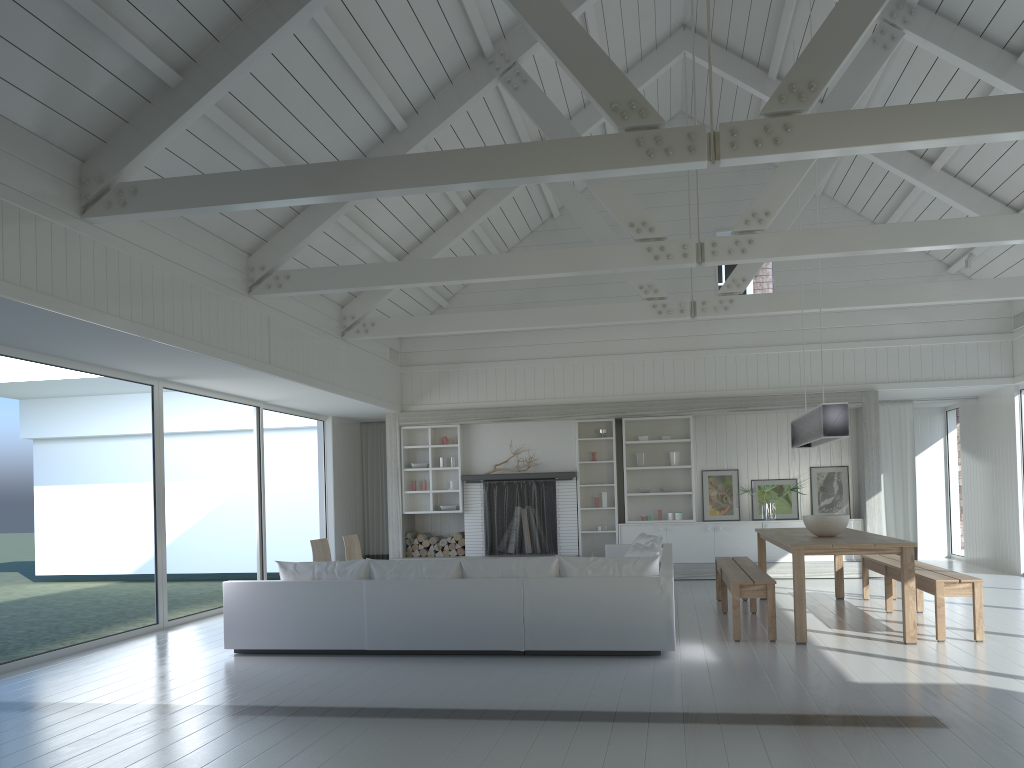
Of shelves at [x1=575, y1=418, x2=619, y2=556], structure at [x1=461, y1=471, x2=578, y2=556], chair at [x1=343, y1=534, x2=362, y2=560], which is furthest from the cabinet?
chair at [x1=343, y1=534, x2=362, y2=560]

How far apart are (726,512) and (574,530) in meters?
2.1 m

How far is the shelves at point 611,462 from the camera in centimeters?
1216cm

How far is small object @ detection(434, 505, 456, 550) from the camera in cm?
1234

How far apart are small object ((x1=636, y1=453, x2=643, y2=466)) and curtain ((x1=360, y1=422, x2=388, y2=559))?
4.1 meters

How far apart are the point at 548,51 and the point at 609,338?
6.90m

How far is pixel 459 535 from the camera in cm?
1231

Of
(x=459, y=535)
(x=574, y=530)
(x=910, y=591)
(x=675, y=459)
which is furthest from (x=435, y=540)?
(x=910, y=591)

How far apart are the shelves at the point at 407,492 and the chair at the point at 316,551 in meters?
3.1

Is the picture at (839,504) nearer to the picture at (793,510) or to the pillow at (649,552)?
the picture at (793,510)
